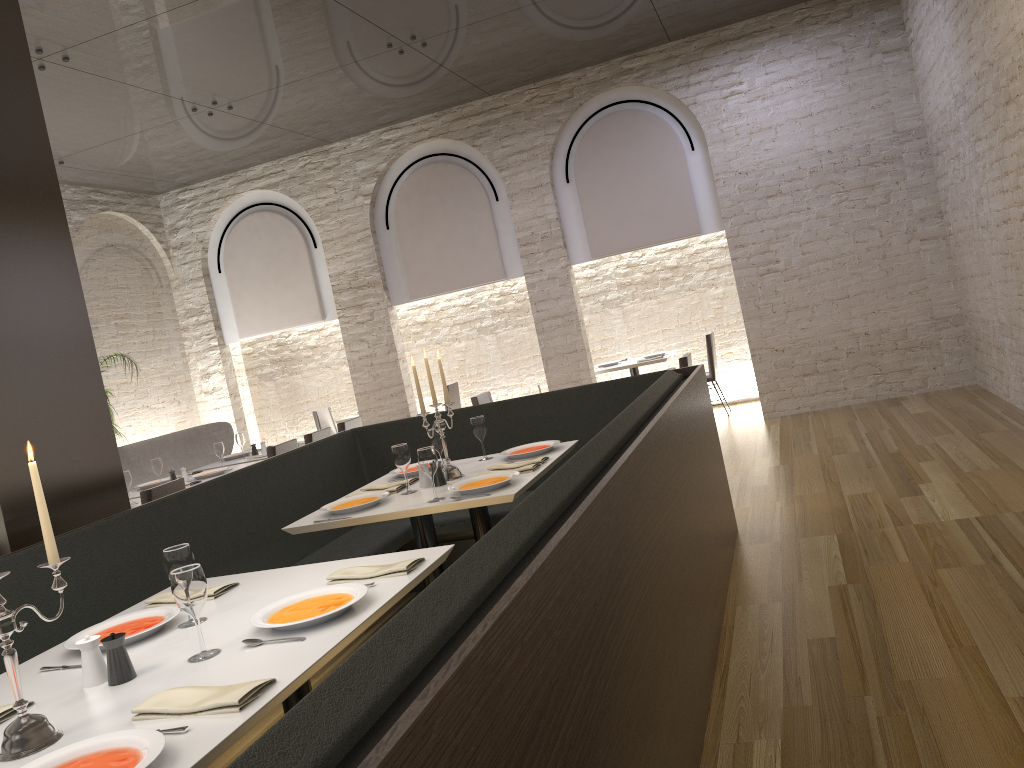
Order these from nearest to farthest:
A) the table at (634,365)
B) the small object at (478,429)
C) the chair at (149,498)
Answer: the small object at (478,429), the chair at (149,498), the table at (634,365)

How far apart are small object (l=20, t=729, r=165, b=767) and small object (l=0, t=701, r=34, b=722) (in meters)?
0.48

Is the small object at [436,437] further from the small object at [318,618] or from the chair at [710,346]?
the chair at [710,346]

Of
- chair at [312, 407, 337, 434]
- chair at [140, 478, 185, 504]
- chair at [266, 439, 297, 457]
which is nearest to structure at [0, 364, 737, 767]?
chair at [140, 478, 185, 504]

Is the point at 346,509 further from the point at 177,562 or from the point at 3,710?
the point at 3,710

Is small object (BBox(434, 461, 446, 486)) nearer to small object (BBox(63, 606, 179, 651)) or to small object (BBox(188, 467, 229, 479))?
small object (BBox(63, 606, 179, 651))

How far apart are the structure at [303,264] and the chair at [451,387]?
1.6 meters

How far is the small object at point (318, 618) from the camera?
2.33m

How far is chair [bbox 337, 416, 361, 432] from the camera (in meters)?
7.90

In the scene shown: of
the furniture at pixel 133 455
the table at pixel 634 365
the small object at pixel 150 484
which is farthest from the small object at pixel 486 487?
the table at pixel 634 365
